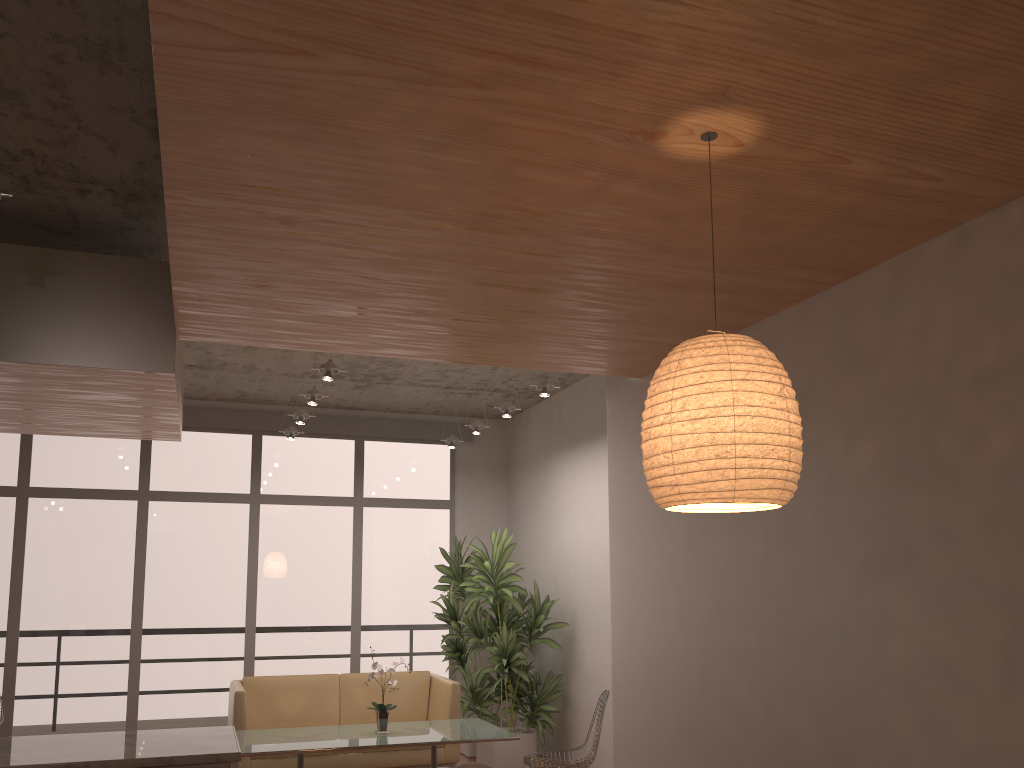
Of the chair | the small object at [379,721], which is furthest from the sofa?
the chair

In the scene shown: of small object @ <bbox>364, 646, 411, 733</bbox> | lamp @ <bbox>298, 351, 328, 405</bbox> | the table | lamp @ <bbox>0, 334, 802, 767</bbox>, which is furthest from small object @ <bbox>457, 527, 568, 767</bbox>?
lamp @ <bbox>0, 334, 802, 767</bbox>

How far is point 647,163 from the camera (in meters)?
2.67

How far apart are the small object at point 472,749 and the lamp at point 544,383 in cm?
274

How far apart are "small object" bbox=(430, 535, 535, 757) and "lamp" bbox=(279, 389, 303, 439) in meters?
1.9

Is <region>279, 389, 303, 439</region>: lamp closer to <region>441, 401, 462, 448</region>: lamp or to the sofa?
<region>441, 401, 462, 448</region>: lamp

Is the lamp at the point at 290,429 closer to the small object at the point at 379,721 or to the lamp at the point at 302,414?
the lamp at the point at 302,414

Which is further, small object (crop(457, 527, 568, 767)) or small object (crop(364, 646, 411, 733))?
small object (crop(457, 527, 568, 767))

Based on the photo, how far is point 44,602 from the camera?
7.8 meters

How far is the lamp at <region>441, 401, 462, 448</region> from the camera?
8.53m
